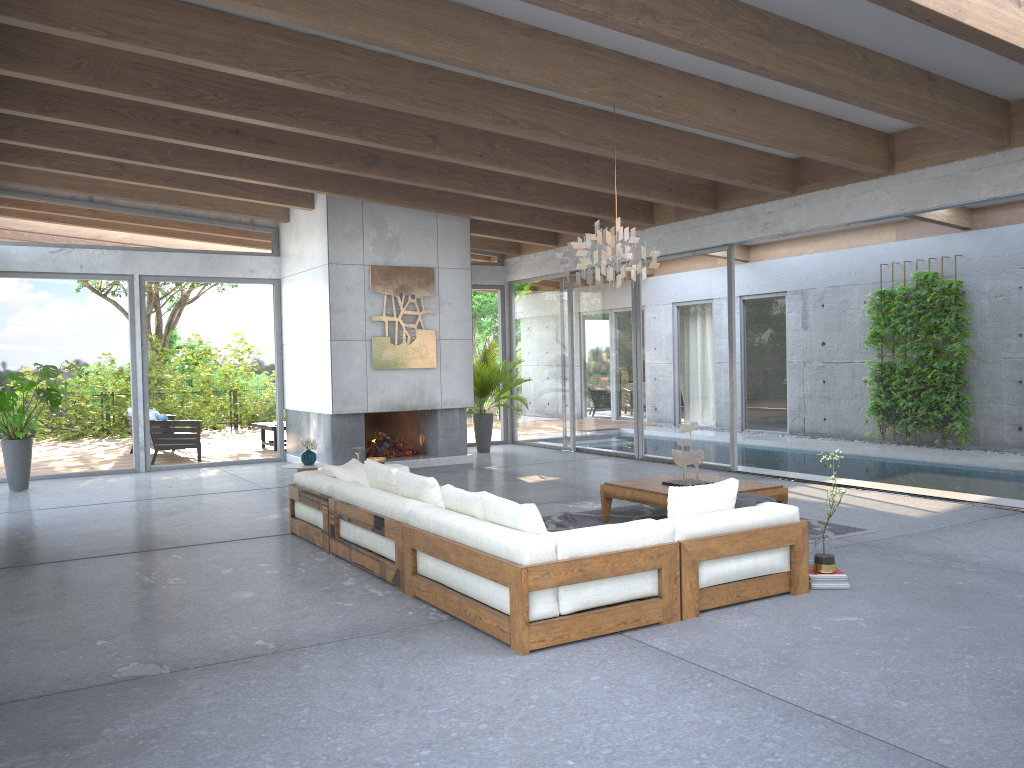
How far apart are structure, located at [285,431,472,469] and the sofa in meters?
4.1 m

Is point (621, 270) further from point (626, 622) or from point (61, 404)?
point (61, 404)

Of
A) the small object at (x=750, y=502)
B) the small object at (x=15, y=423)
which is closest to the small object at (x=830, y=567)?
the small object at (x=750, y=502)

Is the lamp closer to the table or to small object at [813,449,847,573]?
the table

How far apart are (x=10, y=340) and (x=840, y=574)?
10.4m

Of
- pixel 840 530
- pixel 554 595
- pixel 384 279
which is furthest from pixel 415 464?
pixel 554 595

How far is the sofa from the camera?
4.3 meters

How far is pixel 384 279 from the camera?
11.6 meters

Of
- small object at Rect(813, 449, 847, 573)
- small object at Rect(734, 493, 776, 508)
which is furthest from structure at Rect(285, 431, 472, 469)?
small object at Rect(813, 449, 847, 573)

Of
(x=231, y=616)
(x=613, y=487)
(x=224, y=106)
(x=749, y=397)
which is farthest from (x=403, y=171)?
(x=749, y=397)
